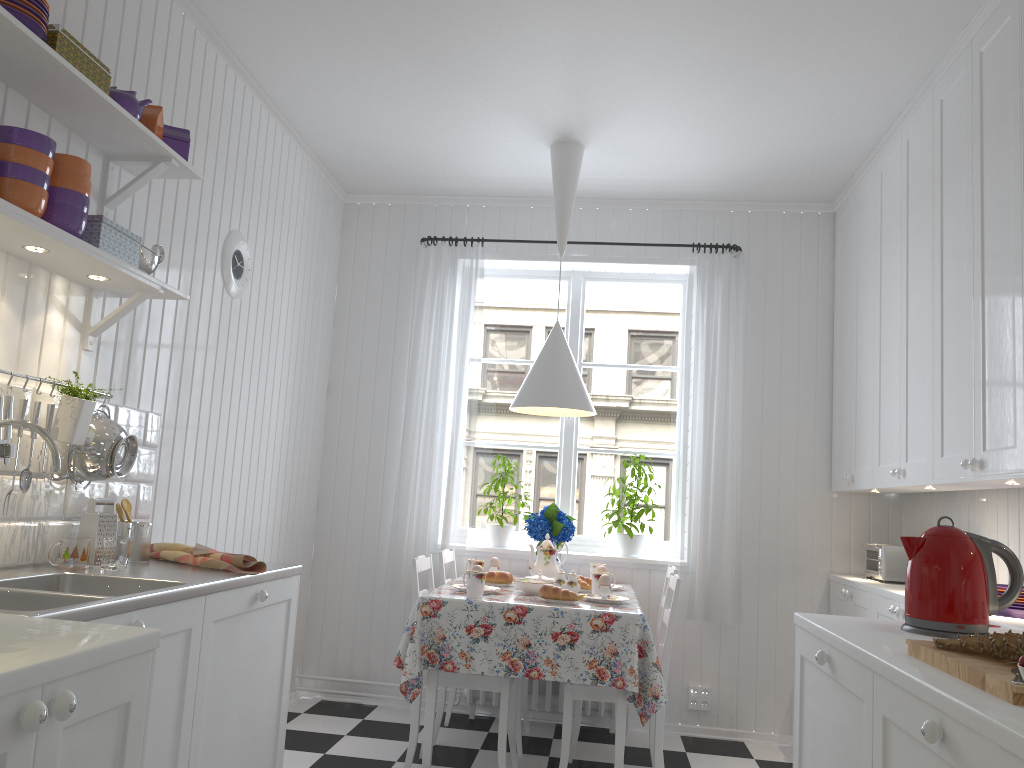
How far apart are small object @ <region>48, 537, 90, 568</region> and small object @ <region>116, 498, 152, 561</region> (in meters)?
0.26

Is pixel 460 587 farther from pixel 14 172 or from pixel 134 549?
pixel 14 172

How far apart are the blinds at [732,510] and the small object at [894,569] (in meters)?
0.59

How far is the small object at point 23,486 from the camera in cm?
217

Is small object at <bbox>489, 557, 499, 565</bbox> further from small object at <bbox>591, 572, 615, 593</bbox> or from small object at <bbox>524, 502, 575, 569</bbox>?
small object at <bbox>591, 572, 615, 593</bbox>

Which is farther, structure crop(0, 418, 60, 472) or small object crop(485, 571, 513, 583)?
small object crop(485, 571, 513, 583)

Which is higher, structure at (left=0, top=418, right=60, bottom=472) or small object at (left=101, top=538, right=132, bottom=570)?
structure at (left=0, top=418, right=60, bottom=472)

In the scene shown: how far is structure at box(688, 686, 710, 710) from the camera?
4.33m

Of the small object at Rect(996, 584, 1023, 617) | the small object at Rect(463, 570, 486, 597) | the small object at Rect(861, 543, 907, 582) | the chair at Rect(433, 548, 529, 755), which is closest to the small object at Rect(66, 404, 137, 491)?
the small object at Rect(463, 570, 486, 597)

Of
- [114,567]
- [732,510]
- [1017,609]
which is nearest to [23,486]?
[114,567]
